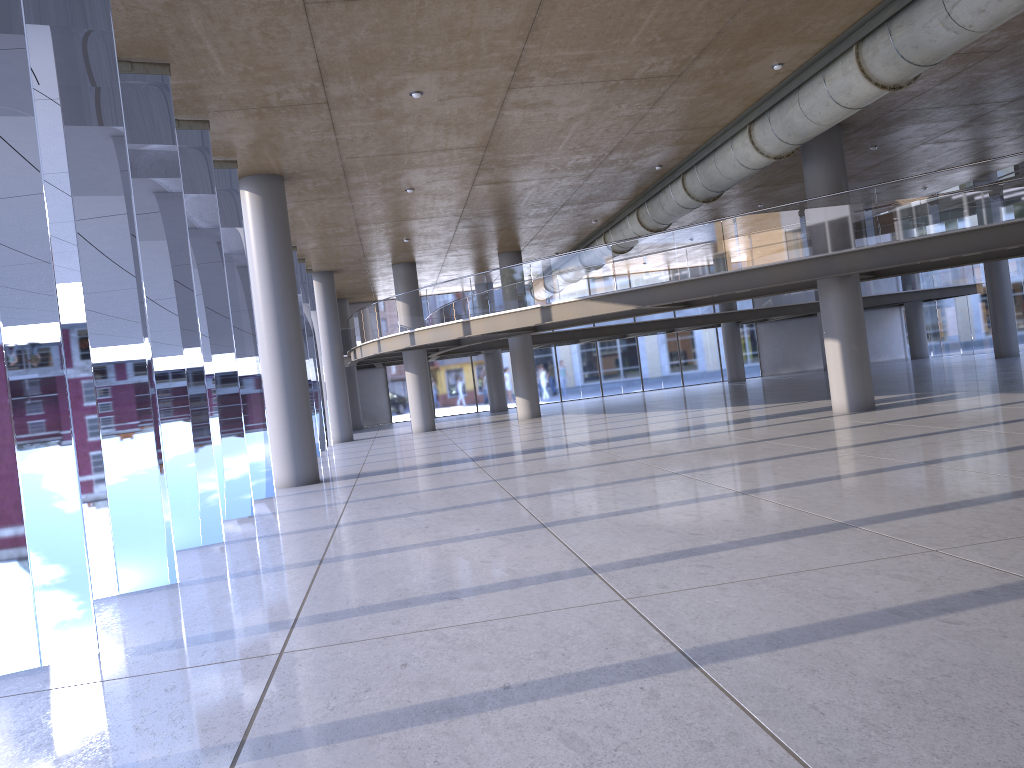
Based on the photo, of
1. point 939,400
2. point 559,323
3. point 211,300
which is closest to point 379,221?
point 559,323

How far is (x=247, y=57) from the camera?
10.4 meters
